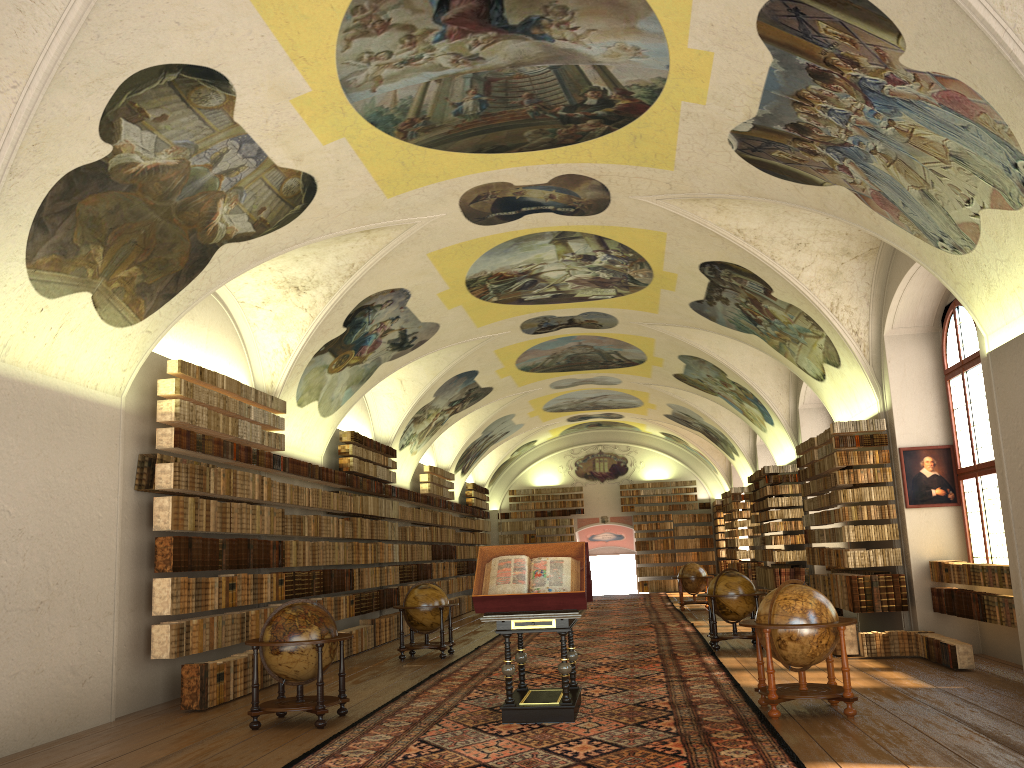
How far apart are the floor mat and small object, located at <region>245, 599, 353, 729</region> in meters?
0.4

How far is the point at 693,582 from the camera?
26.69m

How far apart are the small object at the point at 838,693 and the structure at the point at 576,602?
1.81m

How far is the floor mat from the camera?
8.05m

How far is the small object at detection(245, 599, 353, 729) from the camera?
10.15m

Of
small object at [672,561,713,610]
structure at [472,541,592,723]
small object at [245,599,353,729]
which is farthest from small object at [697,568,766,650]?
small object at [672,561,713,610]

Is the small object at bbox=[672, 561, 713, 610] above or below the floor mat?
above

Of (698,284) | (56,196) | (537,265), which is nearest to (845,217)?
(698,284)

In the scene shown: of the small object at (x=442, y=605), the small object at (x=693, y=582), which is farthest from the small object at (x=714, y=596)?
the small object at (x=693, y=582)

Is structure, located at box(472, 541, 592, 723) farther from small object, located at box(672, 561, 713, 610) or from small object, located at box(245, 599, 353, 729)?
small object, located at box(672, 561, 713, 610)
